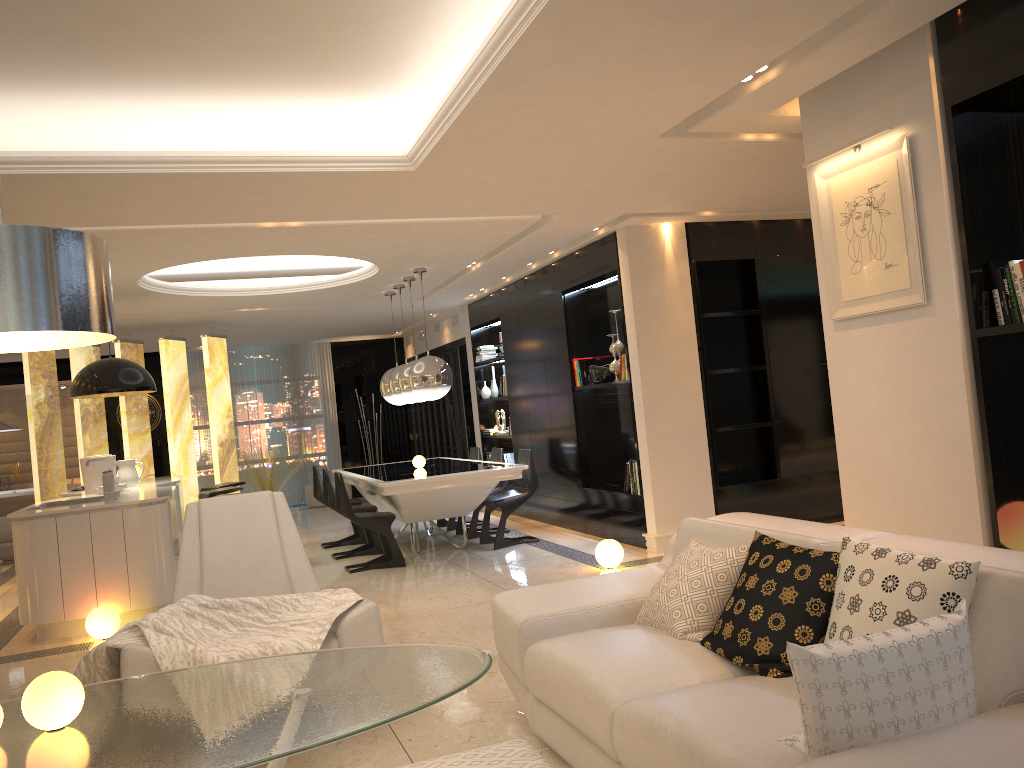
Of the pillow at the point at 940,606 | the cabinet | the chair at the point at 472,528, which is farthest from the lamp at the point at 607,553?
the pillow at the point at 940,606

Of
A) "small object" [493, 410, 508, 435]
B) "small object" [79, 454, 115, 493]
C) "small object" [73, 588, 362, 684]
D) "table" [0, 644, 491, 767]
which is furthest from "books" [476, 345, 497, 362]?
"table" [0, 644, 491, 767]

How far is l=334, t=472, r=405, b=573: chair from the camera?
7.5 meters

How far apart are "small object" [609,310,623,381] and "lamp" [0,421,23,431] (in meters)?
8.13

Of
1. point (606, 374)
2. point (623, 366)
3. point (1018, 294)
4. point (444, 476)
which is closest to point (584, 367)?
point (606, 374)

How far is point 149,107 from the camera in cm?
457

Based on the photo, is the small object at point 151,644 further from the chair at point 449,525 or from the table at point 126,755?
the chair at point 449,525

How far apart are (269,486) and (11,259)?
12.3m

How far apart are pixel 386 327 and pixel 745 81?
9.62m

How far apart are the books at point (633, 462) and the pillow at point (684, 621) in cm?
389
